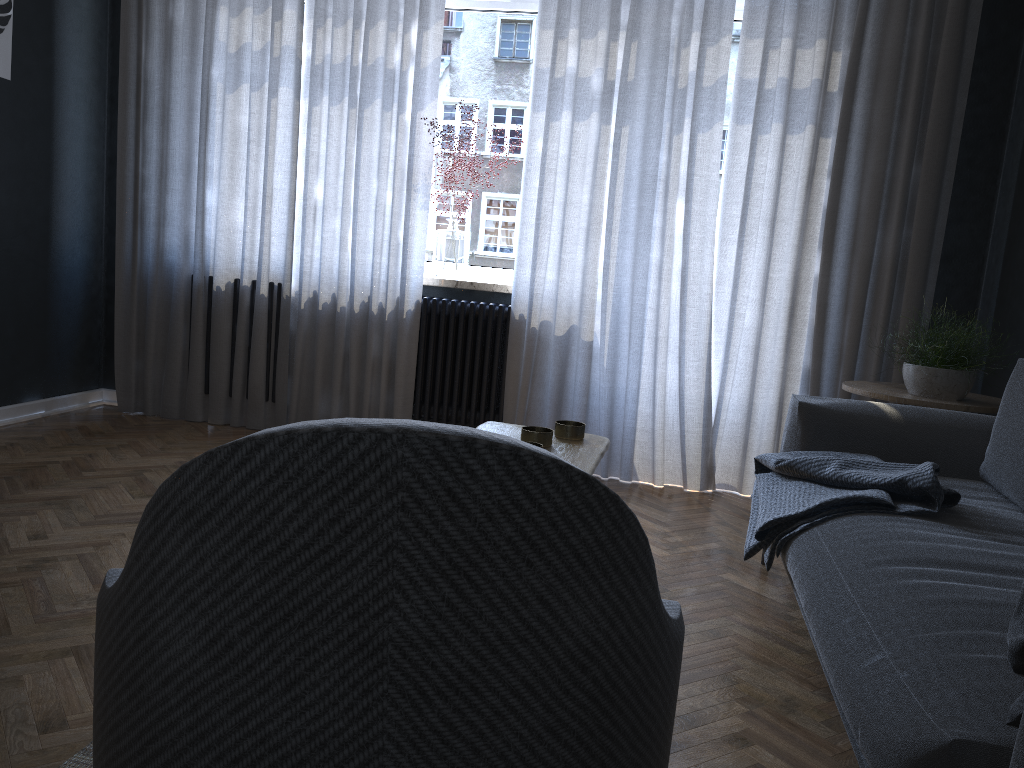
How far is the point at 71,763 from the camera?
1.5m

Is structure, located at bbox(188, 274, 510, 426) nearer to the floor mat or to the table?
the table

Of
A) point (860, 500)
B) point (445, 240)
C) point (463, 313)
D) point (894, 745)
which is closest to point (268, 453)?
point (894, 745)

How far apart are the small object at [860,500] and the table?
0.5m

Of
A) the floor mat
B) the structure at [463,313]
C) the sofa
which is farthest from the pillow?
the structure at [463,313]

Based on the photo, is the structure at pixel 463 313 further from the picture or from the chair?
the chair

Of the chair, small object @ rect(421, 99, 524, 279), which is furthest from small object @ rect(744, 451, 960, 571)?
small object @ rect(421, 99, 524, 279)

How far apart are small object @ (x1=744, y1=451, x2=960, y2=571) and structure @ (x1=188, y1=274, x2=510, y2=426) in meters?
1.7 m

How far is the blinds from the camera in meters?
3.8 m

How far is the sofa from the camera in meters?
1.2
